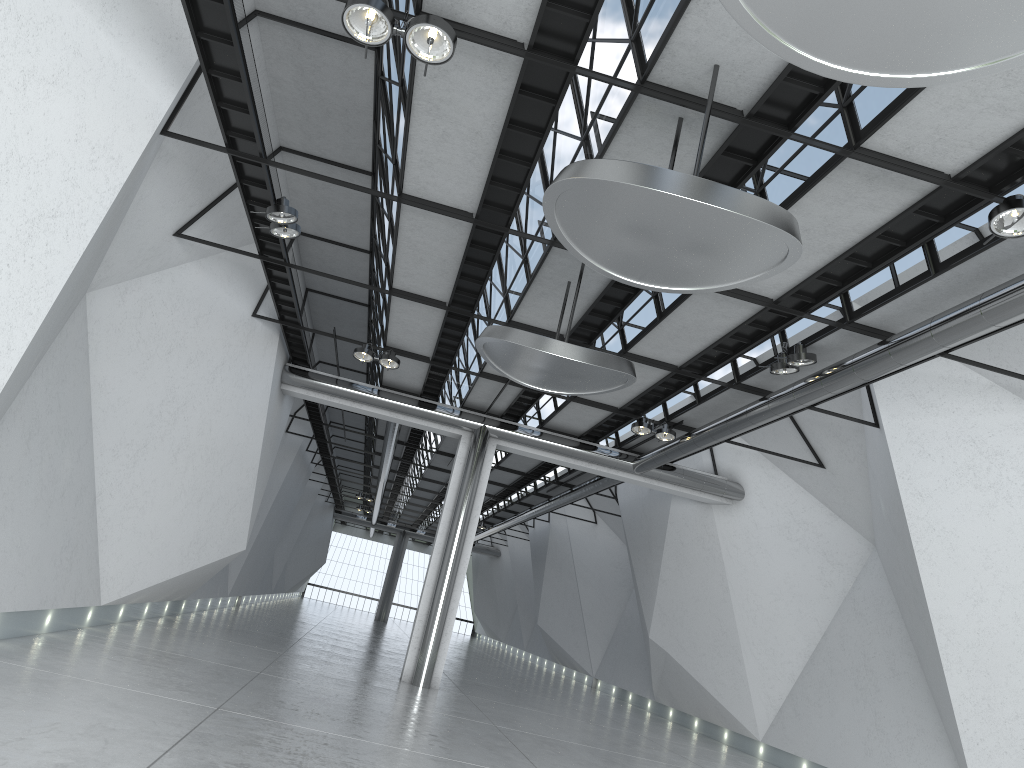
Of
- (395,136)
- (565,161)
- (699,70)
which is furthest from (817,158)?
(395,136)

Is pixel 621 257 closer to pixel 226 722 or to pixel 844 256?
pixel 844 256
